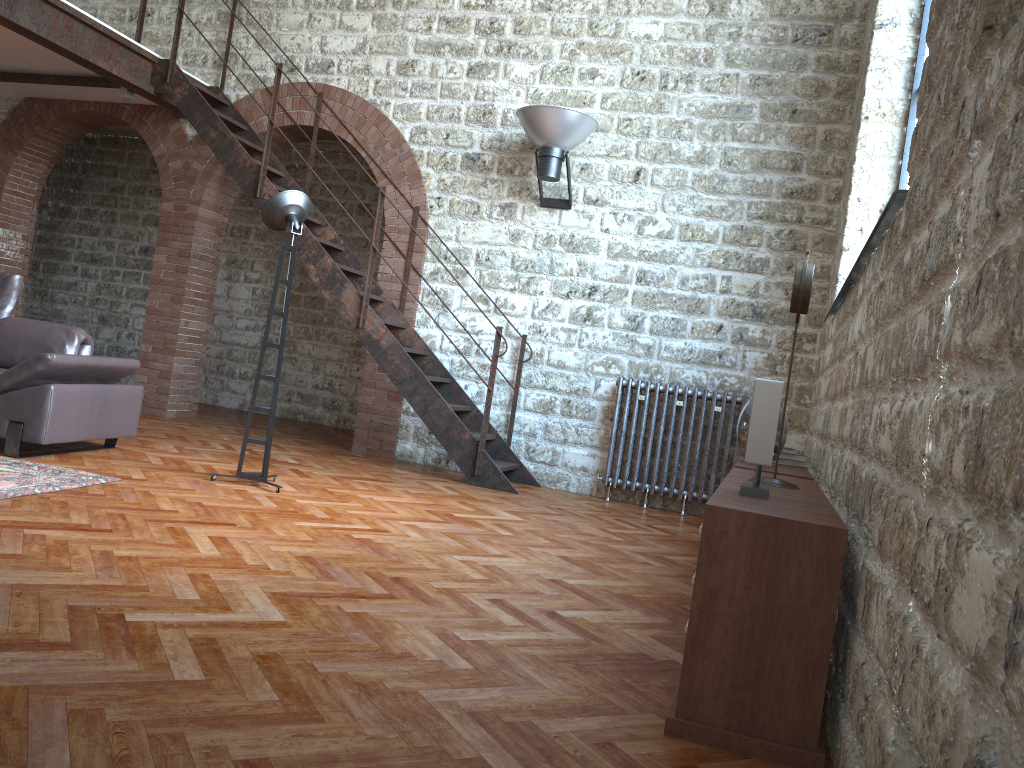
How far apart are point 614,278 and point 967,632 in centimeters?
618cm

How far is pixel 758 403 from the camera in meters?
2.7 m

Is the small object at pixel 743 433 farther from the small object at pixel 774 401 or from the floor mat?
the floor mat

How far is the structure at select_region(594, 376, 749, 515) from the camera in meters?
6.7

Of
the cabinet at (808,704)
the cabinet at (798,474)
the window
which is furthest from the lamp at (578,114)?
the cabinet at (808,704)

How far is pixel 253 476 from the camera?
5.16m

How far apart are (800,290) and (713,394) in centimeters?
364cm

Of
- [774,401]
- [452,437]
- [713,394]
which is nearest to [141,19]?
[452,437]

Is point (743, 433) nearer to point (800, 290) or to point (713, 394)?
point (800, 290)

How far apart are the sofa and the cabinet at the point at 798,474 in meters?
3.7
